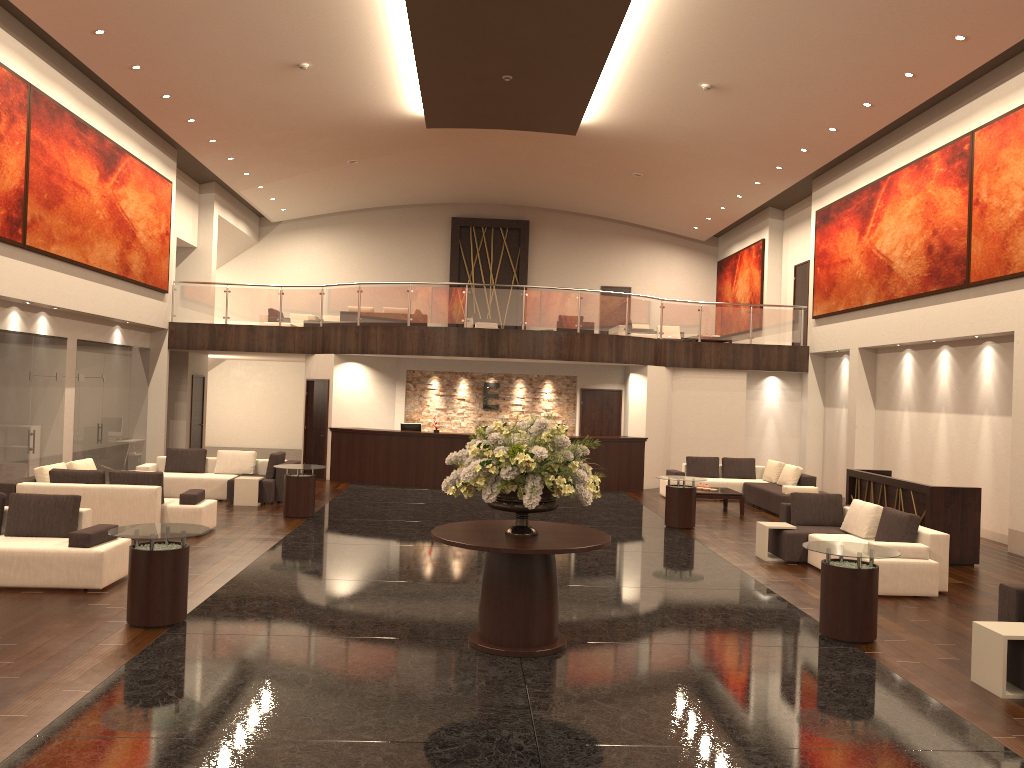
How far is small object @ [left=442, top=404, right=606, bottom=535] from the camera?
6.9m

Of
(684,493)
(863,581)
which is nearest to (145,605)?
(863,581)

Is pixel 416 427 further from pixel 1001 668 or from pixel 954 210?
pixel 1001 668

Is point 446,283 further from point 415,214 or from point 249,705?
point 249,705

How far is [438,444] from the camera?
18.78m

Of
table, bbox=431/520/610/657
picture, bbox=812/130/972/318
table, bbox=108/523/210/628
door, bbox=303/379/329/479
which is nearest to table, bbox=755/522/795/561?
table, bbox=431/520/610/657

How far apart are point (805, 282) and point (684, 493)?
10.5m

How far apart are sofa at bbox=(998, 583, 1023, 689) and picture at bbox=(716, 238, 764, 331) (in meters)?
17.97

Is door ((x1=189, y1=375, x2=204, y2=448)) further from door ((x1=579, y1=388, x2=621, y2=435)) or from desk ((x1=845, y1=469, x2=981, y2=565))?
desk ((x1=845, y1=469, x2=981, y2=565))

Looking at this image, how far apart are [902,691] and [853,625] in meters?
1.2
